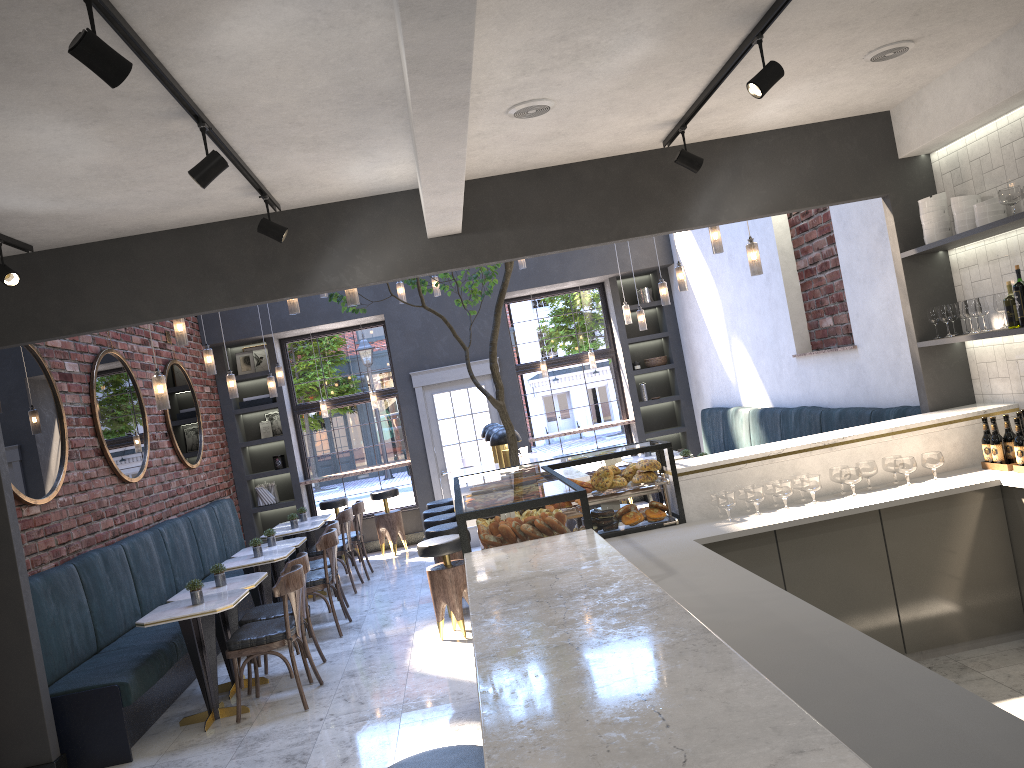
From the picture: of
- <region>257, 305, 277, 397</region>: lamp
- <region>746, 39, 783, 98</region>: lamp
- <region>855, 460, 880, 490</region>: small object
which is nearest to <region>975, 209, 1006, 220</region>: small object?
<region>855, 460, 880, 490</region>: small object

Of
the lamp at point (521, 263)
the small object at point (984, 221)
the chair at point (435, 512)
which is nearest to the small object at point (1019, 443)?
the small object at point (984, 221)

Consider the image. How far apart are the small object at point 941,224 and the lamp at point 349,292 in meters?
3.5

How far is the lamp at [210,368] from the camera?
7.5m

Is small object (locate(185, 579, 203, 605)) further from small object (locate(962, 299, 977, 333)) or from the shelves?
small object (locate(962, 299, 977, 333))

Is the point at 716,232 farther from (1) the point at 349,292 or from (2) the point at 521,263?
(2) the point at 521,263

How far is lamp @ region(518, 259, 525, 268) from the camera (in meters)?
9.51

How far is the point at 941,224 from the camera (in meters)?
5.10

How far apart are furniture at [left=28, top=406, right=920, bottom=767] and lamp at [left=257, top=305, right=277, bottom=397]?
1.4 meters

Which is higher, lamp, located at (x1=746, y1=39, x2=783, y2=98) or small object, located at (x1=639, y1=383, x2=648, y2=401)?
lamp, located at (x1=746, y1=39, x2=783, y2=98)
